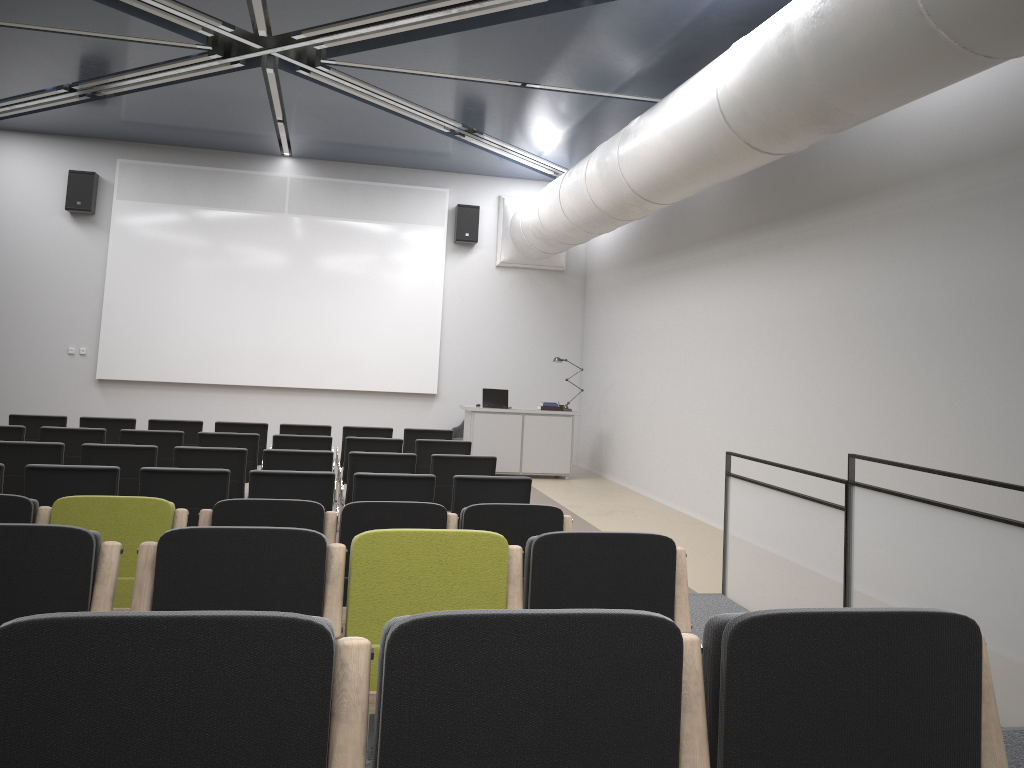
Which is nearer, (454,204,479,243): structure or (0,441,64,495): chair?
(0,441,64,495): chair

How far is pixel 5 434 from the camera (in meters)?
7.86

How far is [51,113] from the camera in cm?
1219

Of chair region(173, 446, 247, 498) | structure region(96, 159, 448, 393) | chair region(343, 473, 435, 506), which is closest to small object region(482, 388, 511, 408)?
structure region(96, 159, 448, 393)

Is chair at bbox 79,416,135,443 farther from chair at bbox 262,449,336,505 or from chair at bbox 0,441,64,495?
chair at bbox 262,449,336,505

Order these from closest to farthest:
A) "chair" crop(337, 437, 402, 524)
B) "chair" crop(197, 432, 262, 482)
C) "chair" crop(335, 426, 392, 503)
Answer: "chair" crop(197, 432, 262, 482)
"chair" crop(337, 437, 402, 524)
"chair" crop(335, 426, 392, 503)

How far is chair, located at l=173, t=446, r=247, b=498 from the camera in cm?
697

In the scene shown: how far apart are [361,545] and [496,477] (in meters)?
3.18

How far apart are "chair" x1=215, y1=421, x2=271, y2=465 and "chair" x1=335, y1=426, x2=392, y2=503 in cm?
87

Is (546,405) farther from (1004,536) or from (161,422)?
(1004,536)
